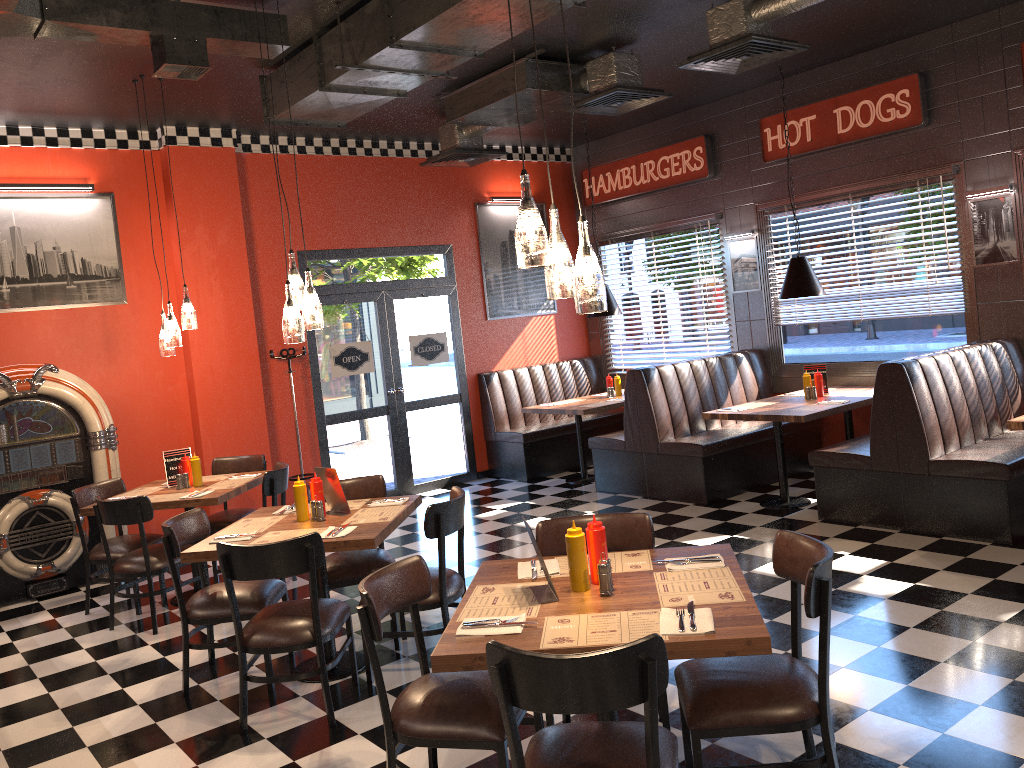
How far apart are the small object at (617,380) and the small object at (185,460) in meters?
4.6 m

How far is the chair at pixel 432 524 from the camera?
4.3 meters

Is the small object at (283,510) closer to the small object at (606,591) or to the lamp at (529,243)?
the small object at (606,591)

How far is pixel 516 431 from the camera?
9.3 meters

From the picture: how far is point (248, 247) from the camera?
8.15m

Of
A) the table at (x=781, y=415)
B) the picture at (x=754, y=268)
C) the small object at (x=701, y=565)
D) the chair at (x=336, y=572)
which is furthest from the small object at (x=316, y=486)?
the picture at (x=754, y=268)

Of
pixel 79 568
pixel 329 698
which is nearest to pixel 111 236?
pixel 79 568

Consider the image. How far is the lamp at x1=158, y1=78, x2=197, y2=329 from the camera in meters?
6.2

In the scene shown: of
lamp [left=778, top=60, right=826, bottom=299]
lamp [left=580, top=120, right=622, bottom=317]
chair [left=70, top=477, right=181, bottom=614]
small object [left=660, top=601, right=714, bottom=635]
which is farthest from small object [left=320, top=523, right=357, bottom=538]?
lamp [left=580, top=120, right=622, bottom=317]

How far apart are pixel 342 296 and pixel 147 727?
5.2 meters
